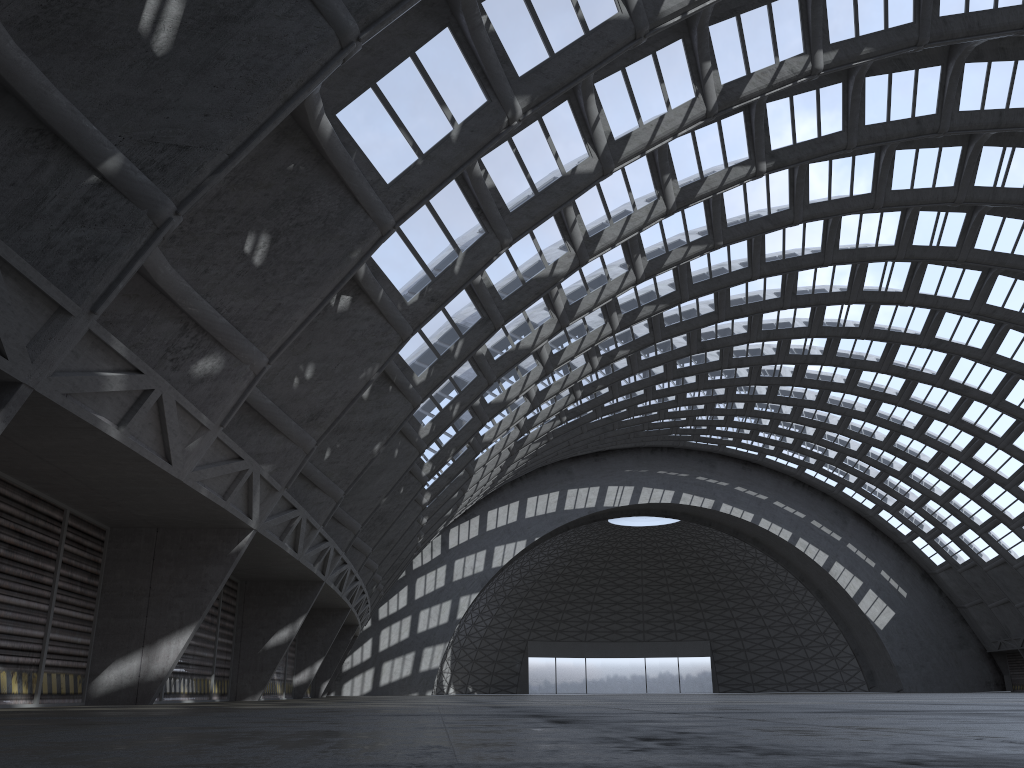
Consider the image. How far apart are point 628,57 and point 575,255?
5.5m
